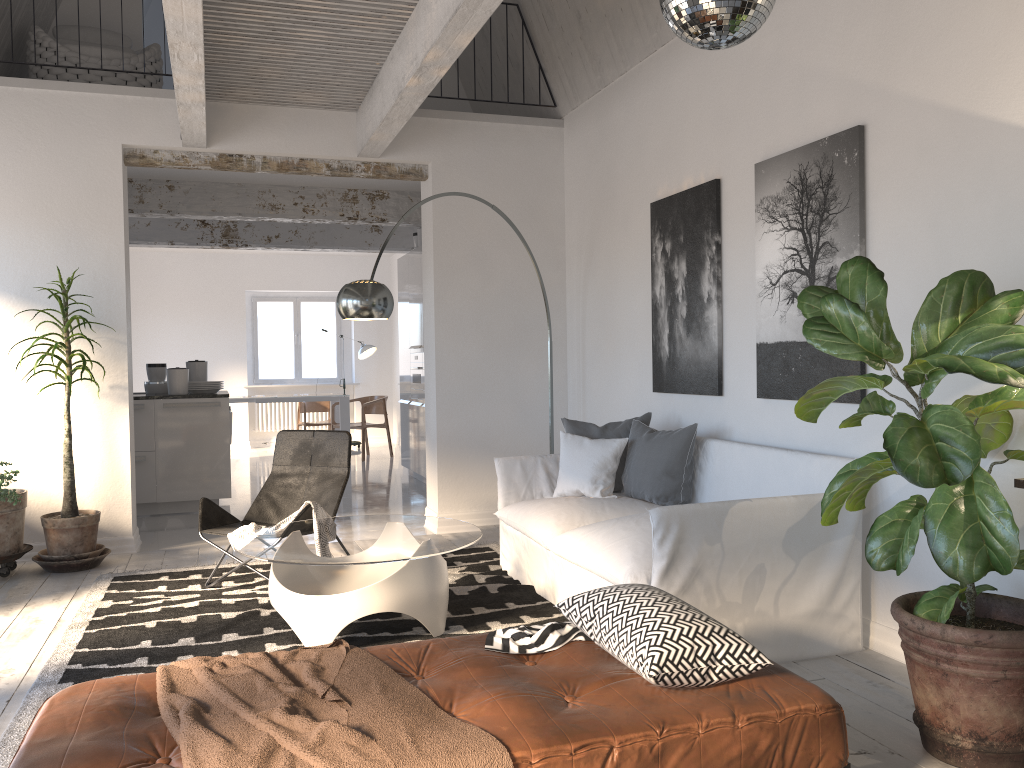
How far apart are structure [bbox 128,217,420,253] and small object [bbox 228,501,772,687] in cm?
624

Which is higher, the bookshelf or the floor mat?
the bookshelf

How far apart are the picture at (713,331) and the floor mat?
1.43m

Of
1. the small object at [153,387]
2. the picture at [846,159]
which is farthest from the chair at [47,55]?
the picture at [846,159]

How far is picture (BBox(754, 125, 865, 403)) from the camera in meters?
3.8

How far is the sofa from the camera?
3.44m

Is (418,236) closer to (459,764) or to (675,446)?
(675,446)

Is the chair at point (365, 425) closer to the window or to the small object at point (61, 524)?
the window

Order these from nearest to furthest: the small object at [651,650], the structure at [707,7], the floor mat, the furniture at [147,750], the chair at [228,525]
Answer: the furniture at [147,750] → the small object at [651,650] → the structure at [707,7] → the floor mat → the chair at [228,525]

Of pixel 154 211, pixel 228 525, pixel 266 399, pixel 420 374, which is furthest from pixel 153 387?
pixel 228 525
